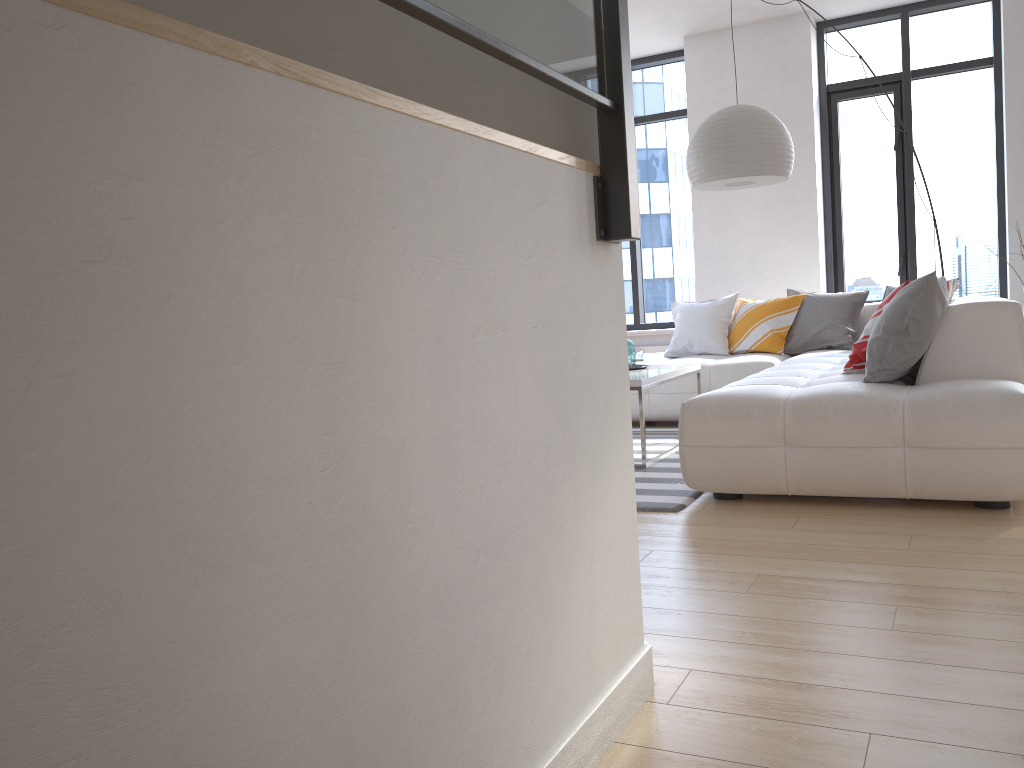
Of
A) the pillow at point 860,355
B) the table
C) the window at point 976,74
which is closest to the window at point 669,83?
A: the window at point 976,74

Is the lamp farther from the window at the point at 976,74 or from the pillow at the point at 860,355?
the window at the point at 976,74

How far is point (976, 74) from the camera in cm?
679

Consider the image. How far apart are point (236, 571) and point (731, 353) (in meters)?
5.67

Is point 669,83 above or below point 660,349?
above

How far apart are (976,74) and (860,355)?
Answer: 4.19m

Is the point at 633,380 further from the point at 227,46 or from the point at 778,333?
the point at 227,46

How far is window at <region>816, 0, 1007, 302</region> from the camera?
6.8m

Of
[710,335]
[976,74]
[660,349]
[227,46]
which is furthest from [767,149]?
[227,46]

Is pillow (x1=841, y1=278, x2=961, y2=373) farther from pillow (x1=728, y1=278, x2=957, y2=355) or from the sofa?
pillow (x1=728, y1=278, x2=957, y2=355)
